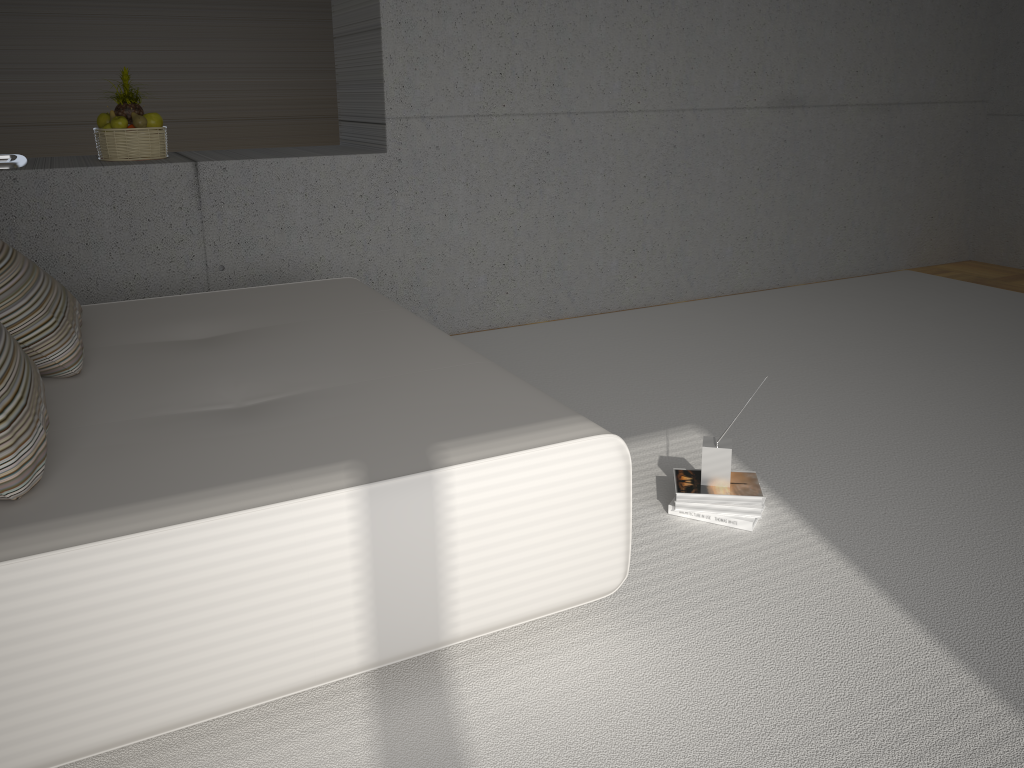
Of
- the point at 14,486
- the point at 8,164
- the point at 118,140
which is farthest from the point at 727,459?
the point at 8,164

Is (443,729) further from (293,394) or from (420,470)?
(293,394)

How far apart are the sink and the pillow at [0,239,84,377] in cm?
127

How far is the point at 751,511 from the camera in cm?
275

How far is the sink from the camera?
3.9 meters

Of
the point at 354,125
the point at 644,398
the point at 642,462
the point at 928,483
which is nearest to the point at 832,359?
the point at 644,398

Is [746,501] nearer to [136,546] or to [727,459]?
[727,459]

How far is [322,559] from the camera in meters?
1.8

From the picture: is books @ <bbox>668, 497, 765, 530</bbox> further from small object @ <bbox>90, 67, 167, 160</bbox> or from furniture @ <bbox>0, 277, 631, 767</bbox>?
small object @ <bbox>90, 67, 167, 160</bbox>

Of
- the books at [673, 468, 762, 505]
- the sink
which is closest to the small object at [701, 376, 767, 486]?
the books at [673, 468, 762, 505]
